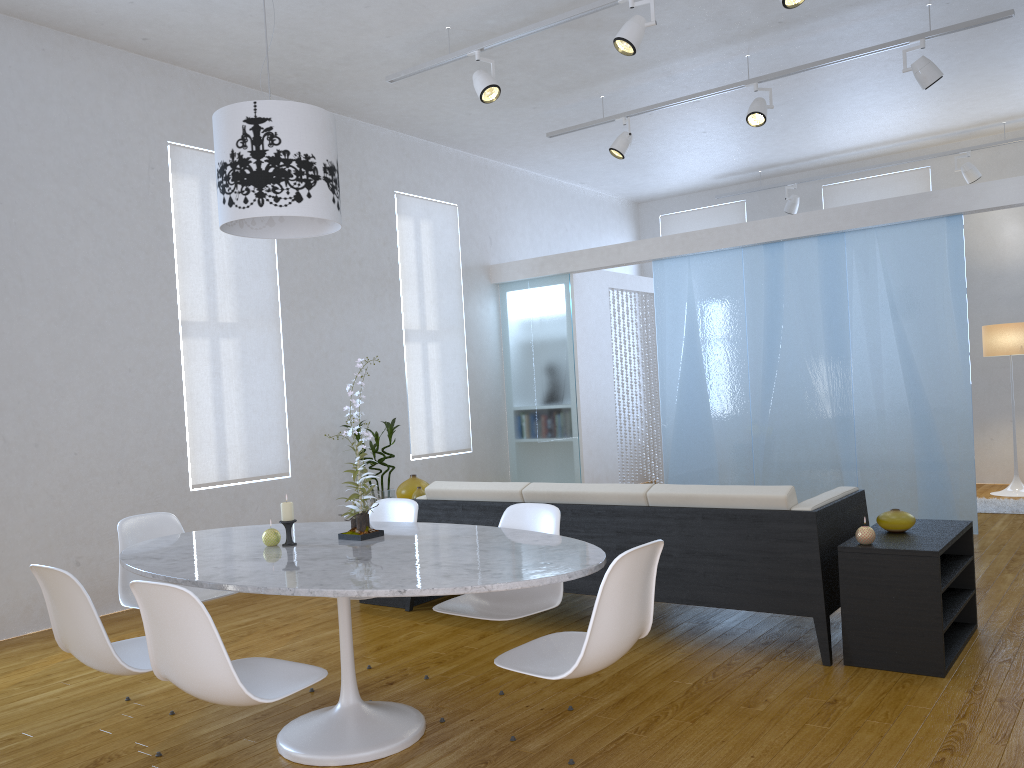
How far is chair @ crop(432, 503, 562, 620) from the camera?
3.0m

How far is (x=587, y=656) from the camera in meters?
2.2 m

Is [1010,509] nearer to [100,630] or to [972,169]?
[972,169]

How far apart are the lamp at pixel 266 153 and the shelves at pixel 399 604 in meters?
2.2

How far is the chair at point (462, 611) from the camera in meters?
3.0

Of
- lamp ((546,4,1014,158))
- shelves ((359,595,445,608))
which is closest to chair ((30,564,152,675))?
shelves ((359,595,445,608))

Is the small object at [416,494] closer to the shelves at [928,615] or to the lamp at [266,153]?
the lamp at [266,153]

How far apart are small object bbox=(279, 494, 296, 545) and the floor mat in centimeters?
567cm

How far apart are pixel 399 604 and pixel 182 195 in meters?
2.9

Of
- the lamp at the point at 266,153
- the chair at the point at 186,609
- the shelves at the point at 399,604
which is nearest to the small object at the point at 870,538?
the chair at the point at 186,609
